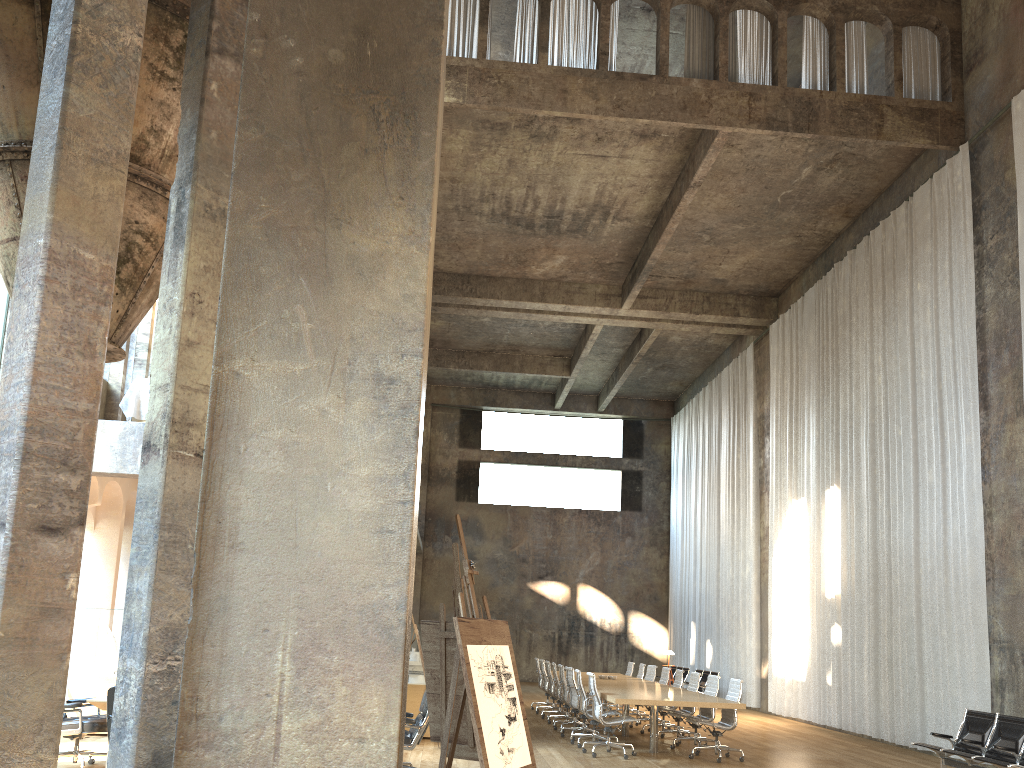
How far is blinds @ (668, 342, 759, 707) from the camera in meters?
20.3

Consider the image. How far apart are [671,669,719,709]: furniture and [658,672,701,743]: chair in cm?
674

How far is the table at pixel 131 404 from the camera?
12.33m

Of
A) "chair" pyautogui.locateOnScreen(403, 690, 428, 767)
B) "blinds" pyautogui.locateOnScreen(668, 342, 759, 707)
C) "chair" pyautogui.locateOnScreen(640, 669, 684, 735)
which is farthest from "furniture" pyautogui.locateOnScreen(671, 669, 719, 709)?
"chair" pyautogui.locateOnScreen(403, 690, 428, 767)

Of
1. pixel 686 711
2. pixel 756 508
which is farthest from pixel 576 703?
pixel 756 508

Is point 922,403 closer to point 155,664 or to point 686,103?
point 686,103

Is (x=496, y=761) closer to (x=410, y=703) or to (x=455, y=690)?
(x=455, y=690)

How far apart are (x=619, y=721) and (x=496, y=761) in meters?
6.8

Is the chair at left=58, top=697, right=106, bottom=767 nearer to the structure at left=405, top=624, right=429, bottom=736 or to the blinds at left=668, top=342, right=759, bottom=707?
the structure at left=405, top=624, right=429, bottom=736

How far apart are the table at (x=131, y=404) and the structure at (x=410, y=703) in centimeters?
529cm
